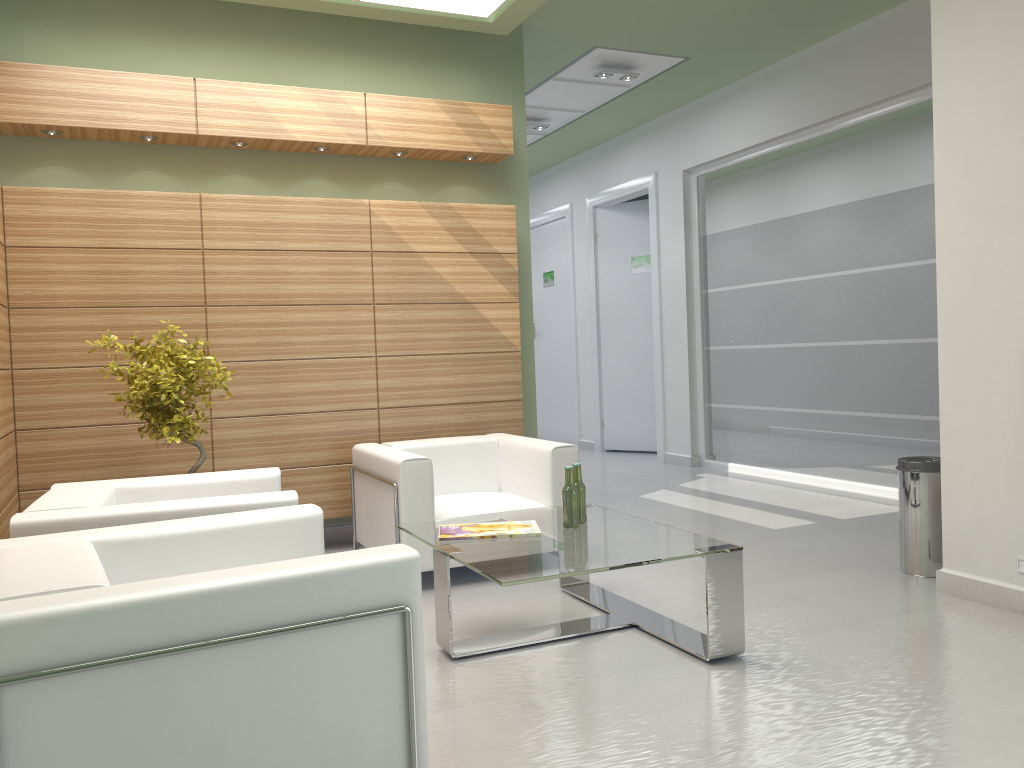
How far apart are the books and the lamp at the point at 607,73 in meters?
8.5

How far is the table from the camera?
5.72m

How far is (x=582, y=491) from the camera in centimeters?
693cm

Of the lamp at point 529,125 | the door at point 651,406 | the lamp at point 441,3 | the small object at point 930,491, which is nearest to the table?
the small object at point 930,491

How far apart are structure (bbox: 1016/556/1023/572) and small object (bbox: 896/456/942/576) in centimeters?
108cm

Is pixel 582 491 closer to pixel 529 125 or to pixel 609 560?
pixel 609 560

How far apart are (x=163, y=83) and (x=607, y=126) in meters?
9.5

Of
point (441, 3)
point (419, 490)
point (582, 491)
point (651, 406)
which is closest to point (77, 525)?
point (419, 490)

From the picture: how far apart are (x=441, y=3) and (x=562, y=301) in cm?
1076

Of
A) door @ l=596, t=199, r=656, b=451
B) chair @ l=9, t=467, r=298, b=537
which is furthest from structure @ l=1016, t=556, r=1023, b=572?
door @ l=596, t=199, r=656, b=451
